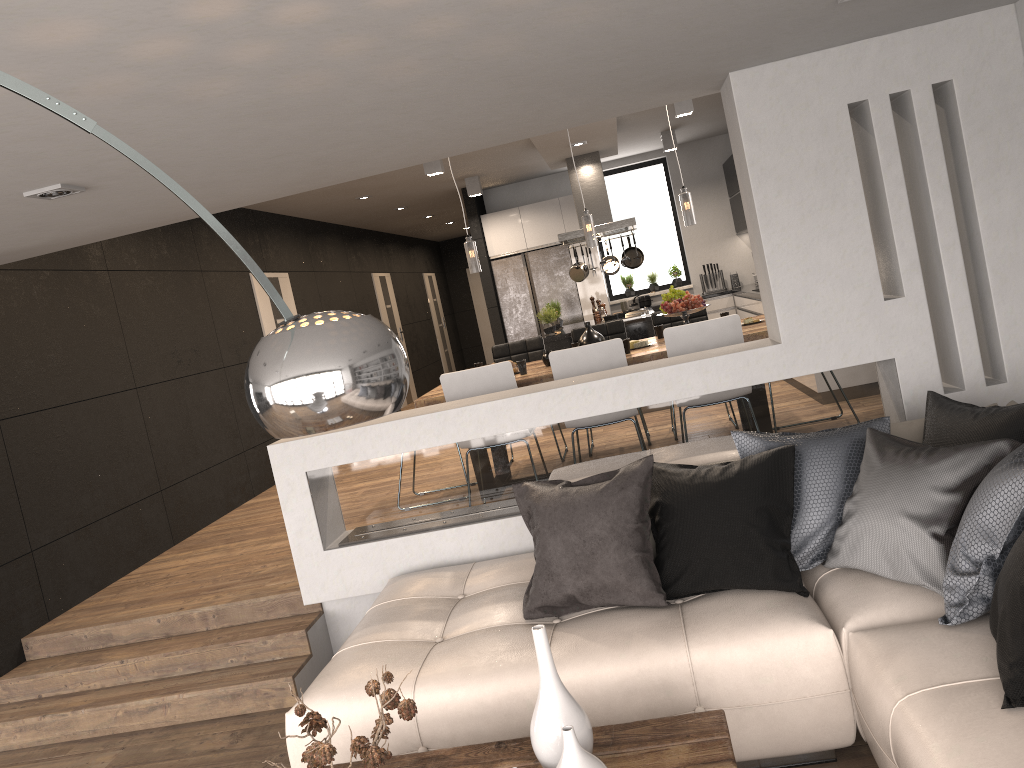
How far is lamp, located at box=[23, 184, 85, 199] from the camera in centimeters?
334cm

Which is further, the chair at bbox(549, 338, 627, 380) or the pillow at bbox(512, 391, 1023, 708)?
the chair at bbox(549, 338, 627, 380)

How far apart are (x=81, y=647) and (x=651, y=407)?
3.4m

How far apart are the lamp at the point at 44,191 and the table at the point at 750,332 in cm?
259

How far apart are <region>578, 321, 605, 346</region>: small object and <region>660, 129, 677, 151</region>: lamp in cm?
471

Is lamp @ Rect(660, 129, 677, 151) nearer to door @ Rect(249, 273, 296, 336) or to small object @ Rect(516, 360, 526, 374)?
door @ Rect(249, 273, 296, 336)

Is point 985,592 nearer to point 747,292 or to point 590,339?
point 590,339

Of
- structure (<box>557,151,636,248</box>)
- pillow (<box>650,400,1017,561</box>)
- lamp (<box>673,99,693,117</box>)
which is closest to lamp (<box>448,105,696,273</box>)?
lamp (<box>673,99,693,117</box>)

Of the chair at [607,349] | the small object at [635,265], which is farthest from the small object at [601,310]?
the chair at [607,349]

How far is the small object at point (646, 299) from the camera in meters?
Result: 11.2
